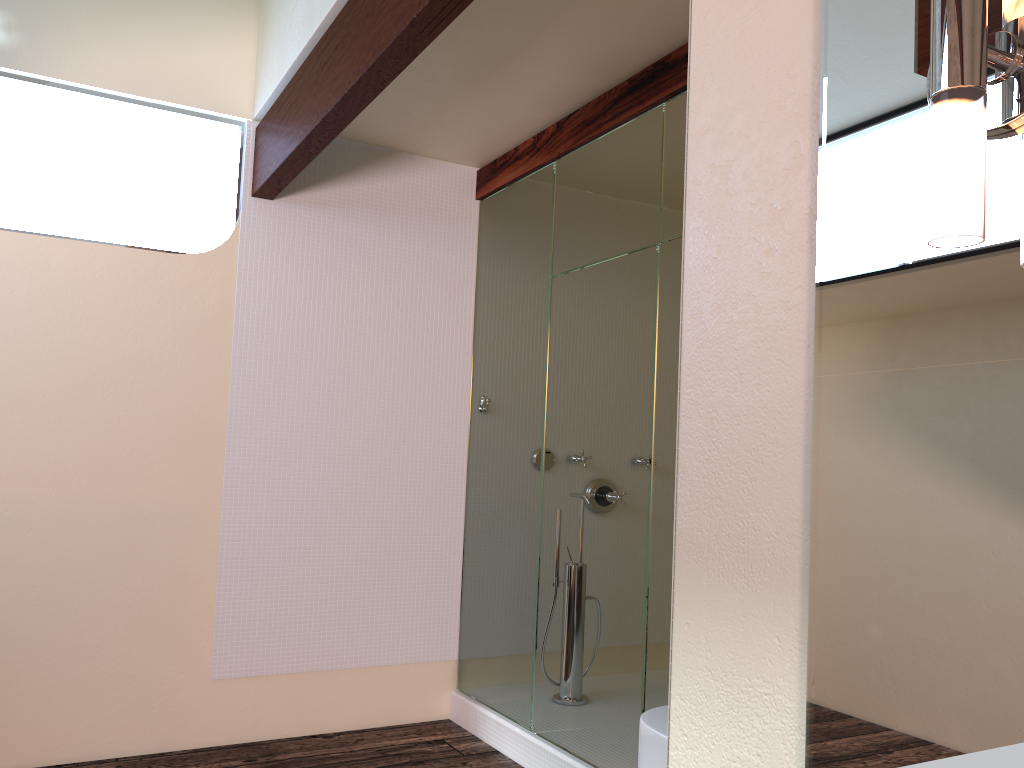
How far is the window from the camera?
3.3 meters

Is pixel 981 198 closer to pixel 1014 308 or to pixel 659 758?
pixel 1014 308

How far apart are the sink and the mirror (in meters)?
0.49

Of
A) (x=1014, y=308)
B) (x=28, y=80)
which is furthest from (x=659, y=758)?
(x=28, y=80)

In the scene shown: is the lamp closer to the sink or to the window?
the sink

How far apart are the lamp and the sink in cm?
90

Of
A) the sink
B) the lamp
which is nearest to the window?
the sink

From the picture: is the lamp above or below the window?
below

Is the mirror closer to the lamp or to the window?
the lamp

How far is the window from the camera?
3.3 meters
